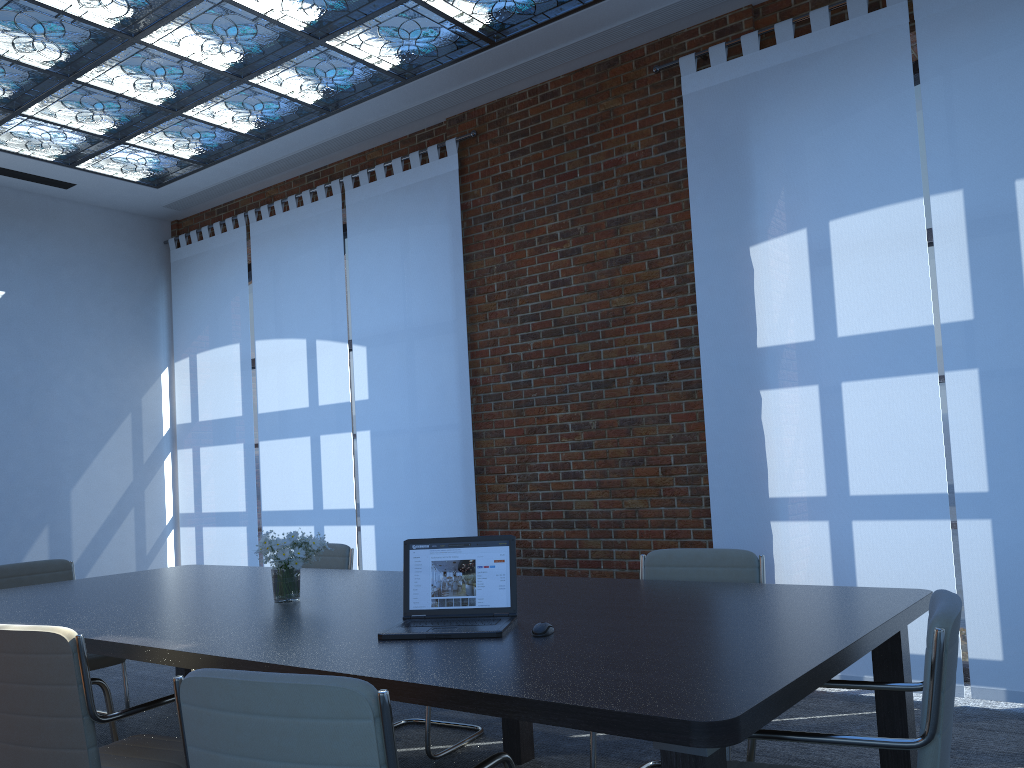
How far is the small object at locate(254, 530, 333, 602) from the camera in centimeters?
360cm

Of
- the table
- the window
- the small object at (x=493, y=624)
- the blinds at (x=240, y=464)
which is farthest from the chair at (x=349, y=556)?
the window

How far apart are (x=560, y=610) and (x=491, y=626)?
0.4 meters

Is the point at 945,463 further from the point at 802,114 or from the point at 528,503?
the point at 528,503

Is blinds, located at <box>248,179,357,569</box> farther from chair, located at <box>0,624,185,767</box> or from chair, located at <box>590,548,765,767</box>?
chair, located at <box>0,624,185,767</box>

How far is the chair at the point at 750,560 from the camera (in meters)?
3.66

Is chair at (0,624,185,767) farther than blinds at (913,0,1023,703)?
No

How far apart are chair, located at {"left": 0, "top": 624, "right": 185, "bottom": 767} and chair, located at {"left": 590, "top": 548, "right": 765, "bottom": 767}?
1.48m

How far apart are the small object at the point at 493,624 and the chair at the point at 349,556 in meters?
2.3

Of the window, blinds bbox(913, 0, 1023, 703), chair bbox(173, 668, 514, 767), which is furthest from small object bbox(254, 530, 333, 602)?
the window
